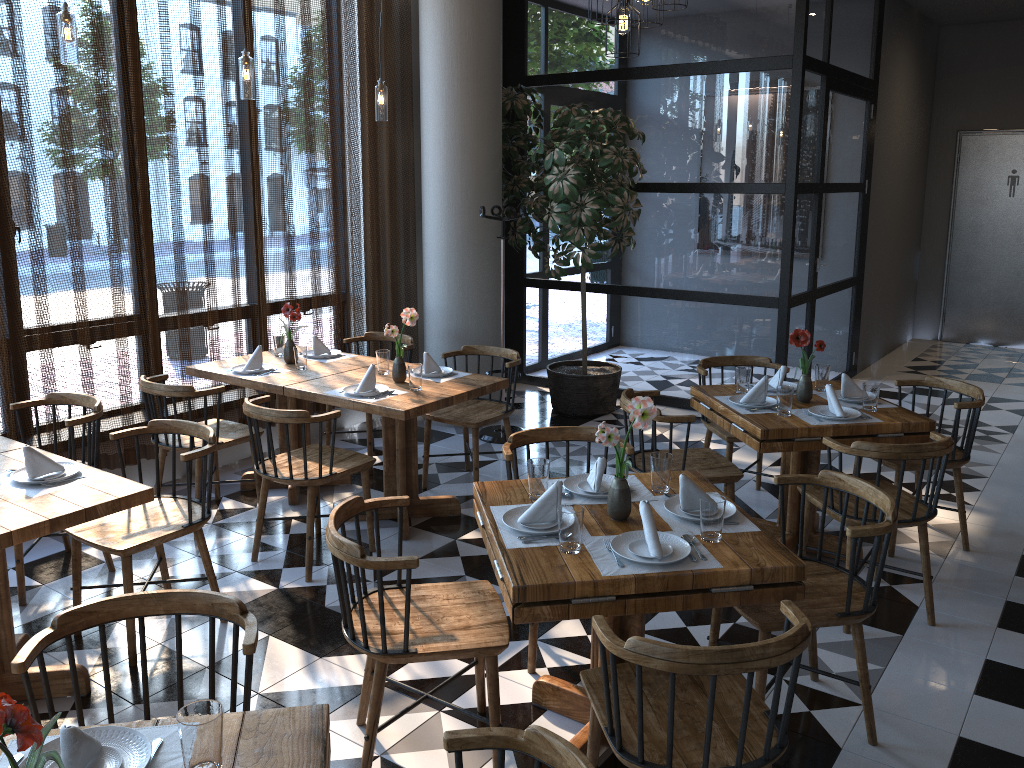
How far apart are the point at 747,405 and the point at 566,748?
2.83m

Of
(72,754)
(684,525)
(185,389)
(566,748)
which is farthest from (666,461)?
(185,389)

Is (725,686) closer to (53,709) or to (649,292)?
(53,709)

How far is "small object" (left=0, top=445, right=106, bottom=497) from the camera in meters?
3.1 m

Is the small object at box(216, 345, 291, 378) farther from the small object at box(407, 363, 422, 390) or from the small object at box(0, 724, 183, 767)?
the small object at box(0, 724, 183, 767)

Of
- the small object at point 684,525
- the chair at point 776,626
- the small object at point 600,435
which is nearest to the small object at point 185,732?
the small object at point 600,435

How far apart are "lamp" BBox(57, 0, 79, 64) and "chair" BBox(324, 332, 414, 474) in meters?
2.4

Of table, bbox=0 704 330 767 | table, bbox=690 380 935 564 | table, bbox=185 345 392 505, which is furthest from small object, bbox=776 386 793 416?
table, bbox=0 704 330 767

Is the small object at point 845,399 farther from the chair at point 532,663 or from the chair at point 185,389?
the chair at point 185,389

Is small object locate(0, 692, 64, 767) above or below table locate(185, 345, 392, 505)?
above
